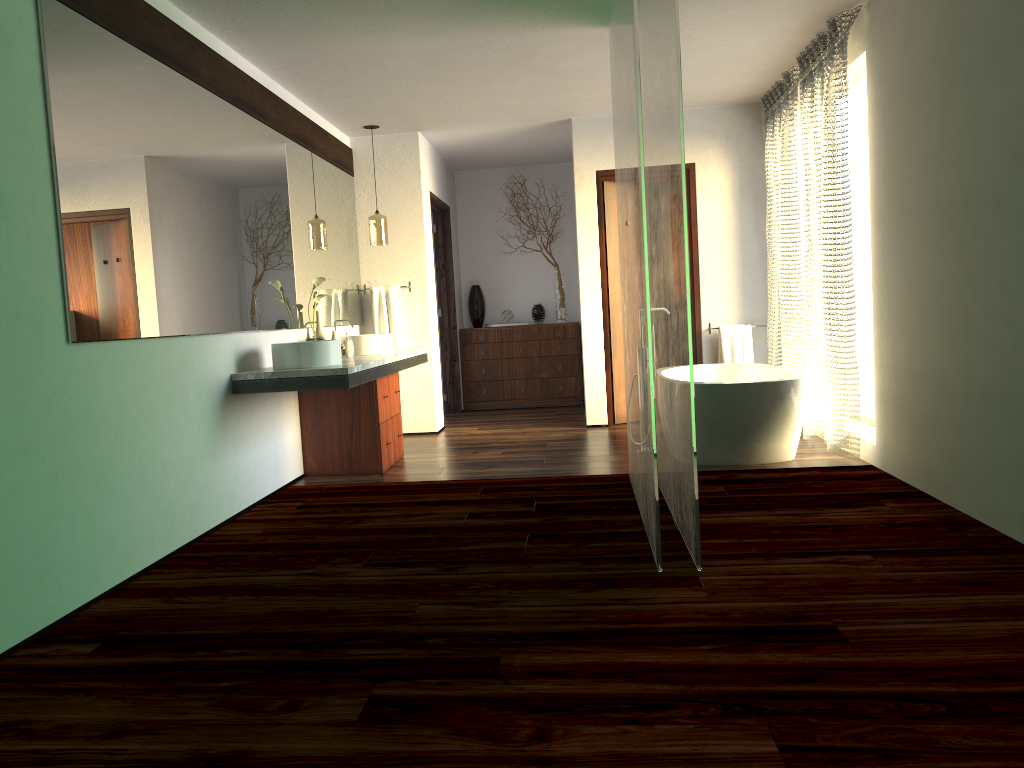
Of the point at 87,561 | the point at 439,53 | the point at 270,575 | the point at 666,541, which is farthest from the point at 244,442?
the point at 439,53

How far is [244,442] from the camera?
4.41m

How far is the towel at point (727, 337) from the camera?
6.6m

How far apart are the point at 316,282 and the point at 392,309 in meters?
1.5 m

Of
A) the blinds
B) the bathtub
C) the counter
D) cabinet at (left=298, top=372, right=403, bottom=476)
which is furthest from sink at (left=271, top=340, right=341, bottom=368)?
the blinds

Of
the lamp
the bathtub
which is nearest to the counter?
the lamp

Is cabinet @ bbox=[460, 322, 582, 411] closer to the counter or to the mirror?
the mirror

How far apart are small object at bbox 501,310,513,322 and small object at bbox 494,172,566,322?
0.5m

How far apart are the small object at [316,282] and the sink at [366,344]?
0.55m

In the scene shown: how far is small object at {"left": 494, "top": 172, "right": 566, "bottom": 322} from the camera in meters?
8.4
